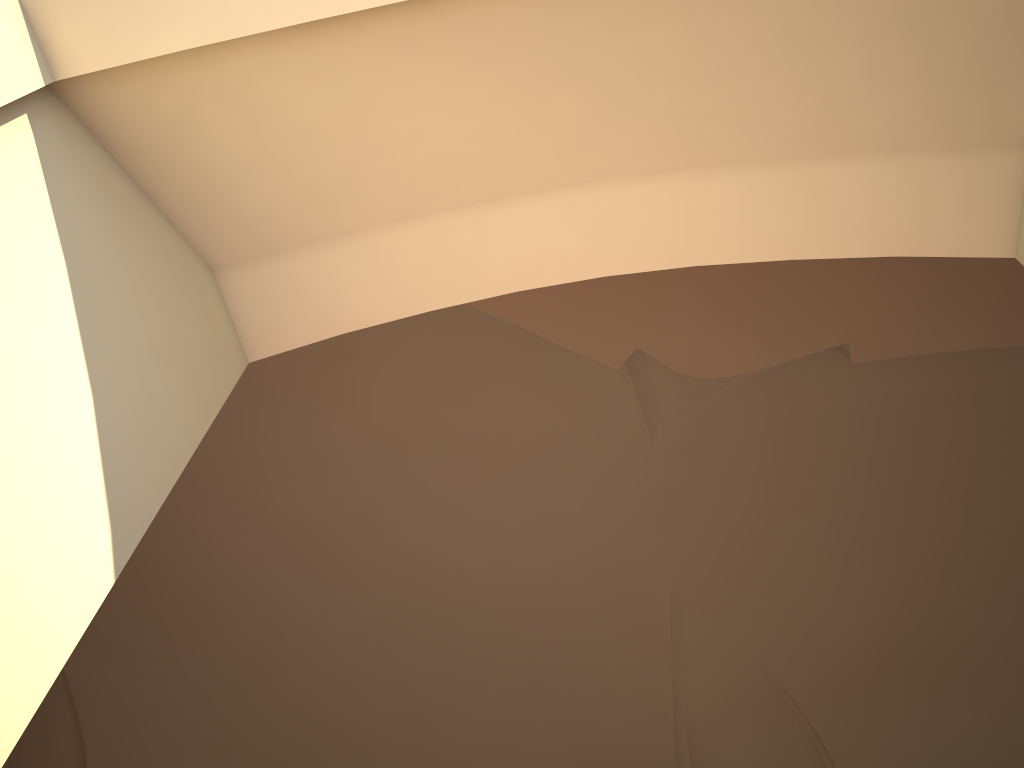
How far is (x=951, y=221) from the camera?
1.4 meters

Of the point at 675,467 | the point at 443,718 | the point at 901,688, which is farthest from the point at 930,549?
the point at 443,718
